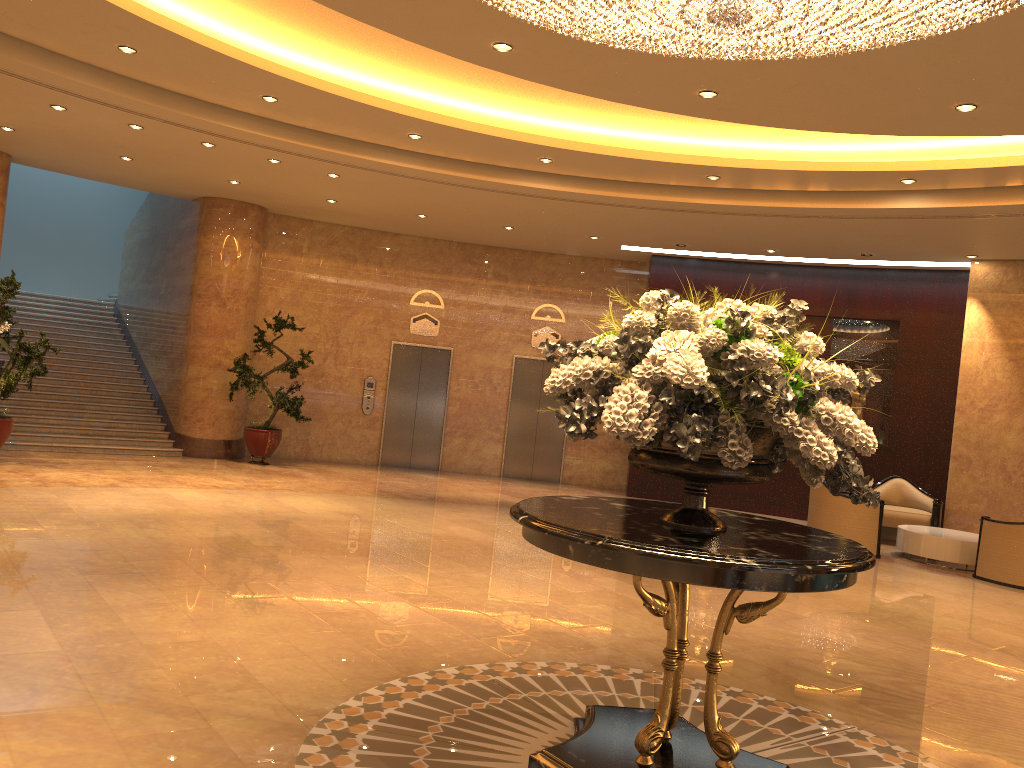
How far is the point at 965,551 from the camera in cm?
1038

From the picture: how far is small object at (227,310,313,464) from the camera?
13.2 meters

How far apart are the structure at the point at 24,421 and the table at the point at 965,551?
10.21m

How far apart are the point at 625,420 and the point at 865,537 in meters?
8.5 m

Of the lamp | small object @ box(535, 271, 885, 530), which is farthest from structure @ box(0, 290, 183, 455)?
small object @ box(535, 271, 885, 530)

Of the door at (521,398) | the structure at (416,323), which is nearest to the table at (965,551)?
the door at (521,398)

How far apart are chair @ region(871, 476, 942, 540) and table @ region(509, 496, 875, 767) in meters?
8.8

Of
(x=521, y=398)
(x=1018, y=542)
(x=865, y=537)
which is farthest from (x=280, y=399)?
(x=1018, y=542)

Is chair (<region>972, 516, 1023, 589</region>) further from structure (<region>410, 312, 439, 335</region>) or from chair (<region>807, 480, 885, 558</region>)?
structure (<region>410, 312, 439, 335</region>)

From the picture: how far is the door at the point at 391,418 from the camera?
15.16m
